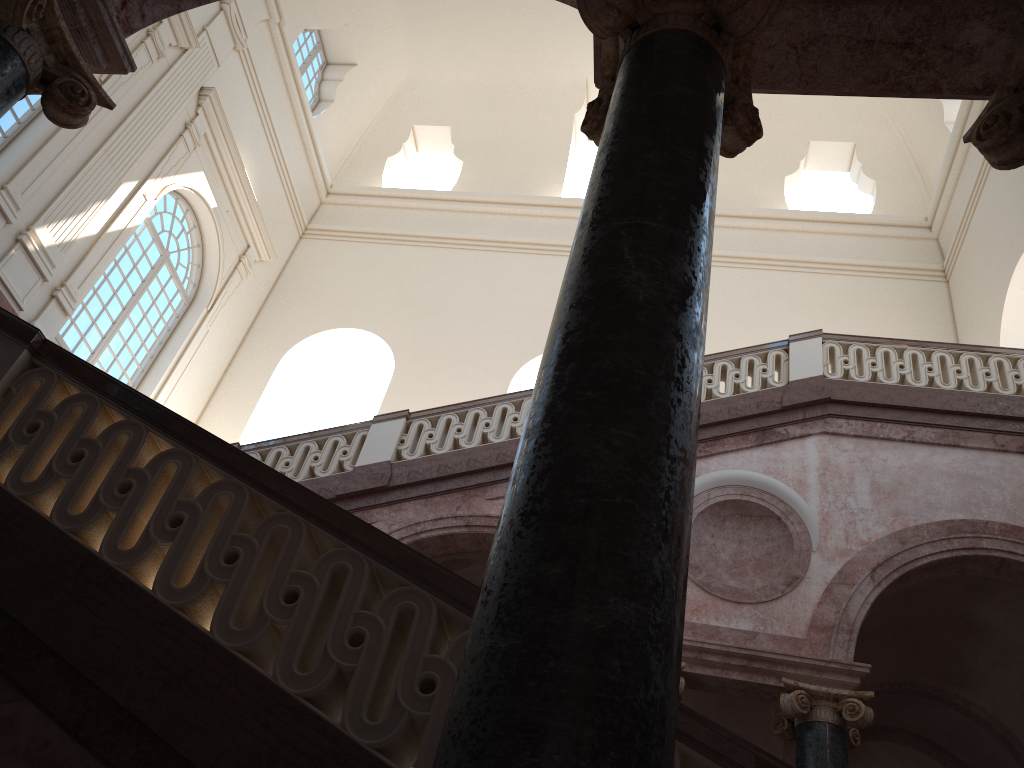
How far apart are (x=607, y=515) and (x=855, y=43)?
2.4m
